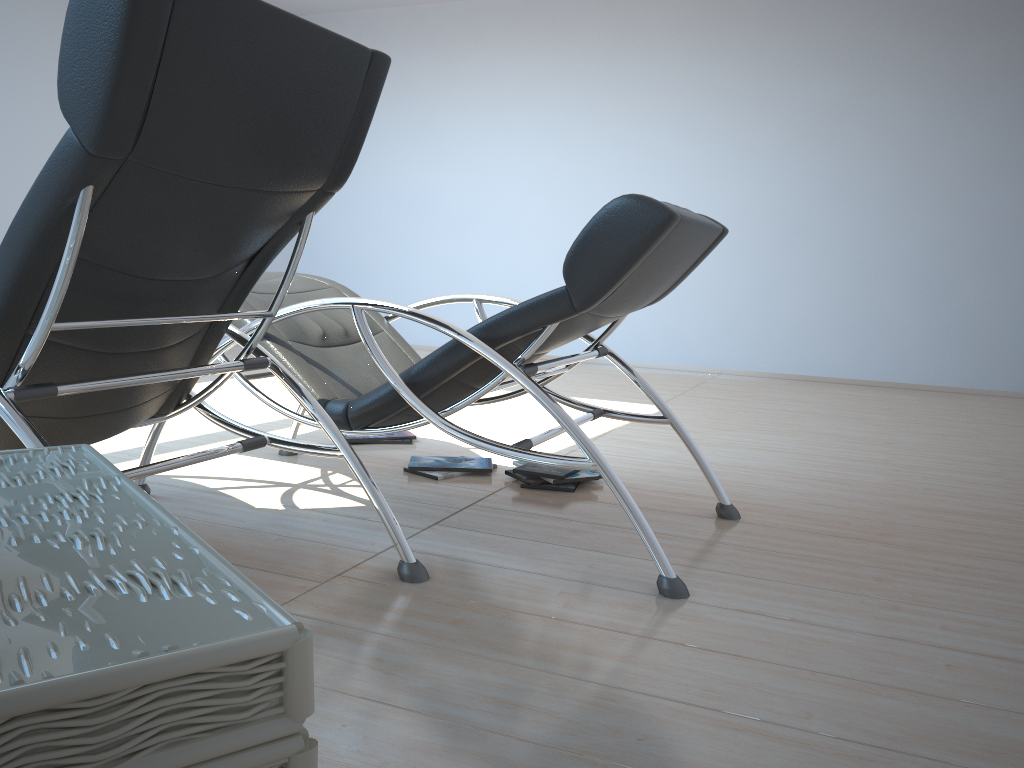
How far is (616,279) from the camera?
2.13m

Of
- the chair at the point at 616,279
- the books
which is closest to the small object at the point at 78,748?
the chair at the point at 616,279

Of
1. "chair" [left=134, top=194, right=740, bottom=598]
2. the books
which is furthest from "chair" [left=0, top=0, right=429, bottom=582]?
the books

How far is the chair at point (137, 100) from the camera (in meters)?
1.47

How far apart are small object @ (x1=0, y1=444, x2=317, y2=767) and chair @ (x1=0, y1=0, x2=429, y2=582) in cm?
44

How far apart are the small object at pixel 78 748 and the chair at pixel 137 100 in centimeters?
44cm

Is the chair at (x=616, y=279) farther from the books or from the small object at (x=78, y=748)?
the small object at (x=78, y=748)

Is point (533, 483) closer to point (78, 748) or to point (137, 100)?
point (137, 100)

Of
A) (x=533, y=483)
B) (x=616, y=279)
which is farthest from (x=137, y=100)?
(x=533, y=483)

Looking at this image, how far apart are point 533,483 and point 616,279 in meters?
1.1
